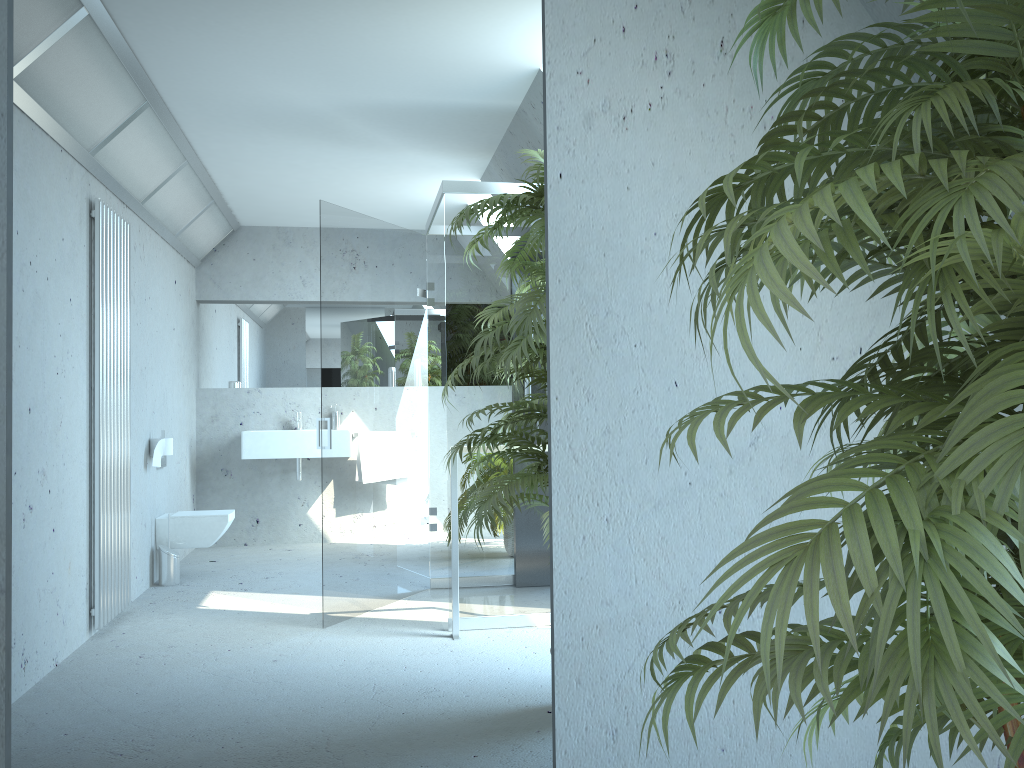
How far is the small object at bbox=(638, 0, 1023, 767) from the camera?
0.7 meters

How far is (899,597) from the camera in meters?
0.7 m

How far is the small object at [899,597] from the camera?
0.69m
